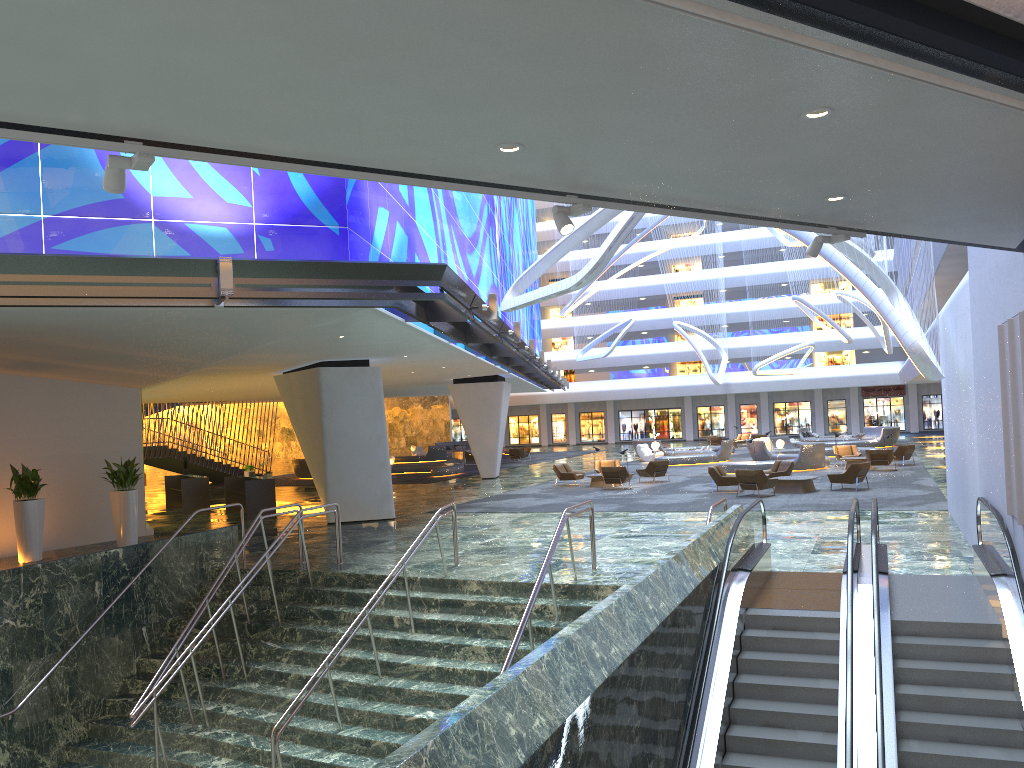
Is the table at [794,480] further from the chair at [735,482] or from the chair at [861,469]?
the chair at [735,482]

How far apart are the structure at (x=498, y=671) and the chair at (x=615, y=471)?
13.85m

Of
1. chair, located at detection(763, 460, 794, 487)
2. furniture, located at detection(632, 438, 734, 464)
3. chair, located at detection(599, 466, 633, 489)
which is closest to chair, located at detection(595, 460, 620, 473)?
chair, located at detection(599, 466, 633, 489)

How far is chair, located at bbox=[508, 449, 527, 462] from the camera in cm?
4826

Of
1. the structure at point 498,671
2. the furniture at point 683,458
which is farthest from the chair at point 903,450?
the structure at point 498,671

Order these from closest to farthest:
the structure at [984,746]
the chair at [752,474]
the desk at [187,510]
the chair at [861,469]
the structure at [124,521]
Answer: the structure at [984,746] → the structure at [124,521] → the chair at [752,474] → the chair at [861,469] → the desk at [187,510]

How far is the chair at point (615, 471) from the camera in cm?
2797

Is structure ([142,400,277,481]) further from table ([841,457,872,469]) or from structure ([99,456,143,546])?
table ([841,457,872,469])

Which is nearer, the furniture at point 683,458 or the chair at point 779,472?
the chair at point 779,472

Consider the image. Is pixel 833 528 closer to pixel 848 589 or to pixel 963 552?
pixel 963 552
